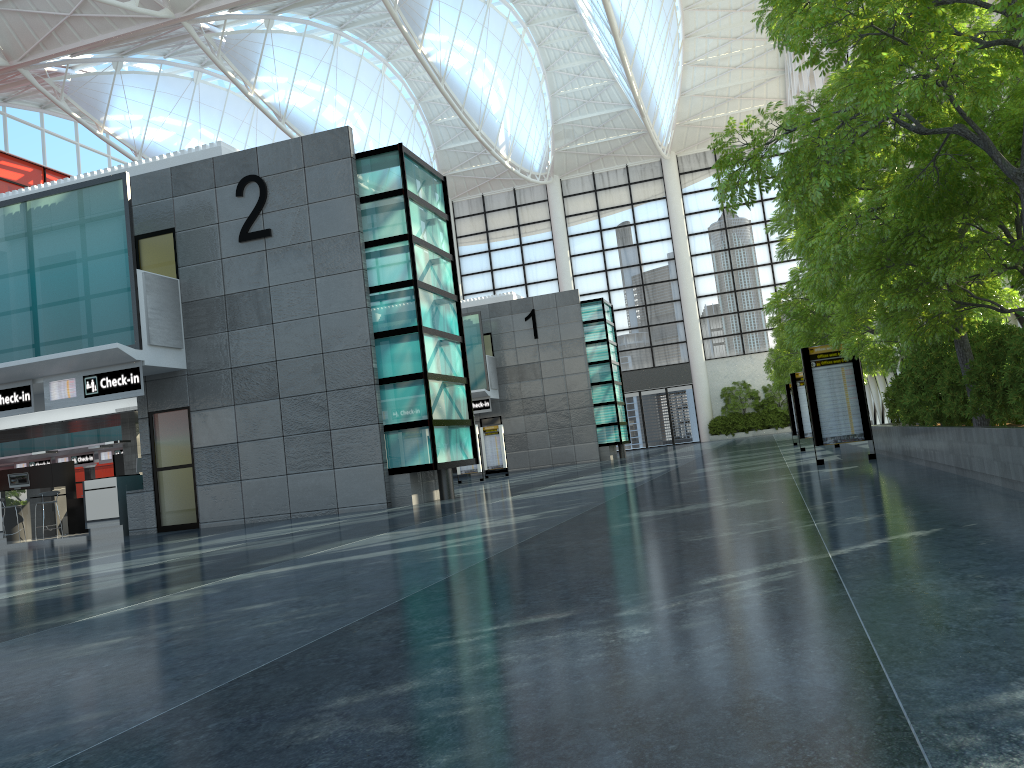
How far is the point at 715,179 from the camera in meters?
8.7
